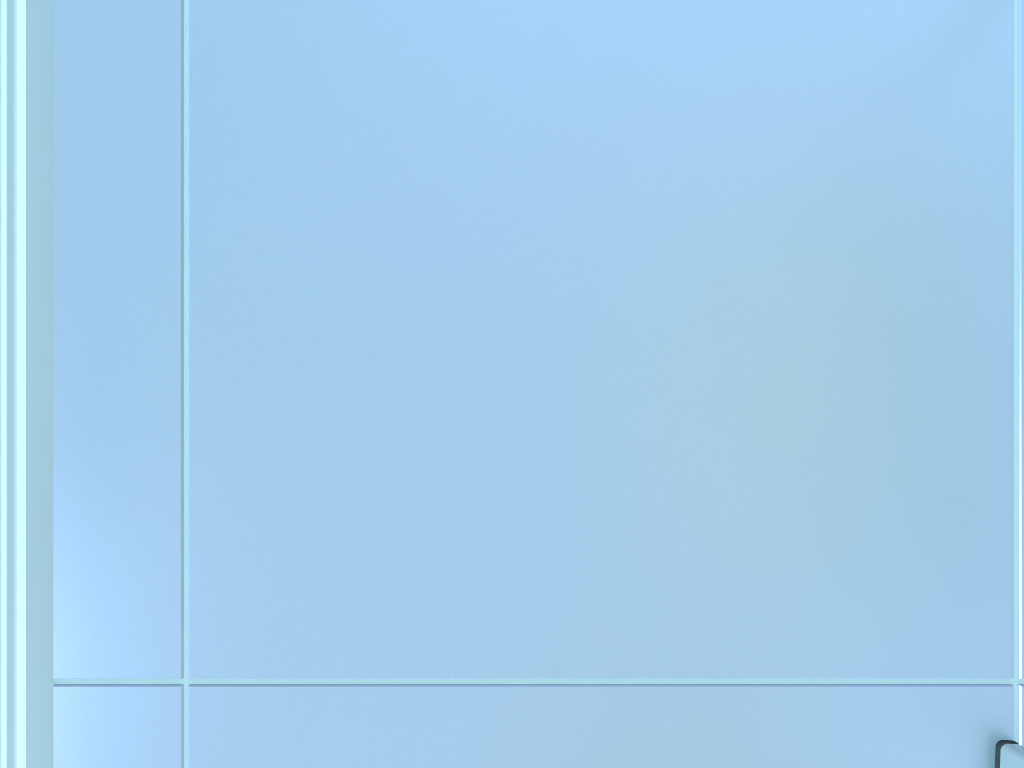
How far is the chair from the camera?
0.4 meters

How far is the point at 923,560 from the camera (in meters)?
0.38

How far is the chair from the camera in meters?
0.4 m

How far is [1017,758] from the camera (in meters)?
0.36
